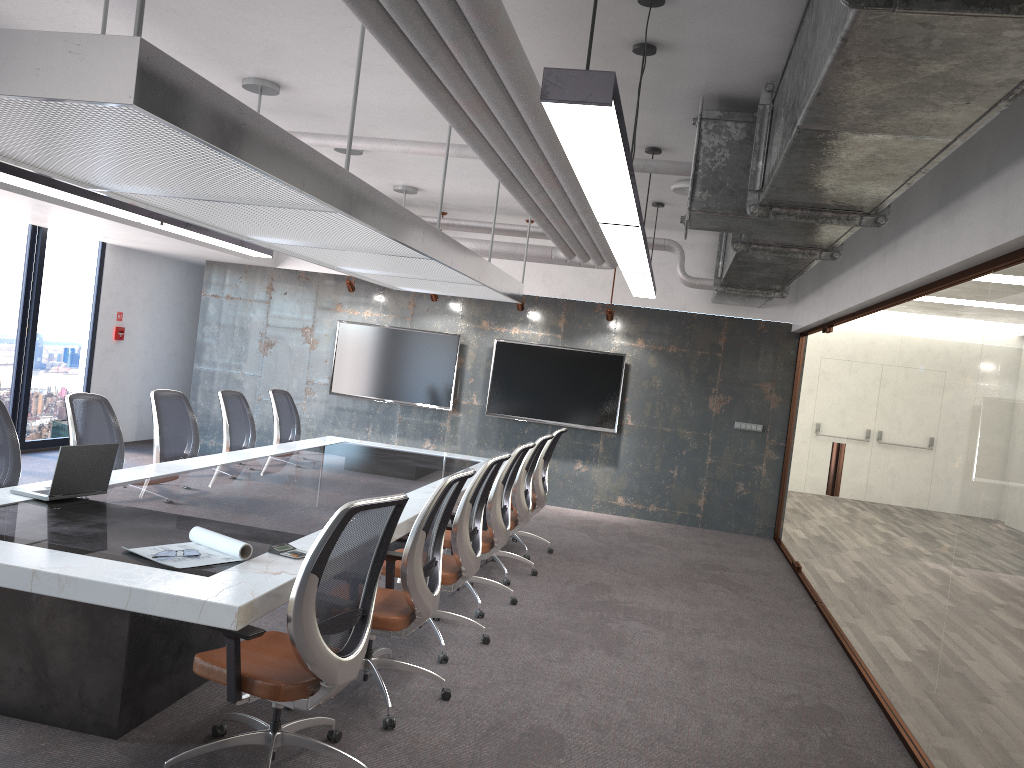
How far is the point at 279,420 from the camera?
8.3 meters

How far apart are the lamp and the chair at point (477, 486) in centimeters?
136cm

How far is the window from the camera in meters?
9.7 m

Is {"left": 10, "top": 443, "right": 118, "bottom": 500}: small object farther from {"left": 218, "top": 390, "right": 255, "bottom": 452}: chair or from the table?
{"left": 218, "top": 390, "right": 255, "bottom": 452}: chair

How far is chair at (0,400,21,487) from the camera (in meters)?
4.93

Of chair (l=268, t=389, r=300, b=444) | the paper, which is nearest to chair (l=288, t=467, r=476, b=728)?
the paper

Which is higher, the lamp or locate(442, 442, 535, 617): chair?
the lamp

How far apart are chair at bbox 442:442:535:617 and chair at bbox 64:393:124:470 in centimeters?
222cm

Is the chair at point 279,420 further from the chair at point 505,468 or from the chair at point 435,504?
the chair at point 435,504

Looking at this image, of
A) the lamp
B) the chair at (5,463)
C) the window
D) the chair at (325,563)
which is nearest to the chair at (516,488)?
the lamp
